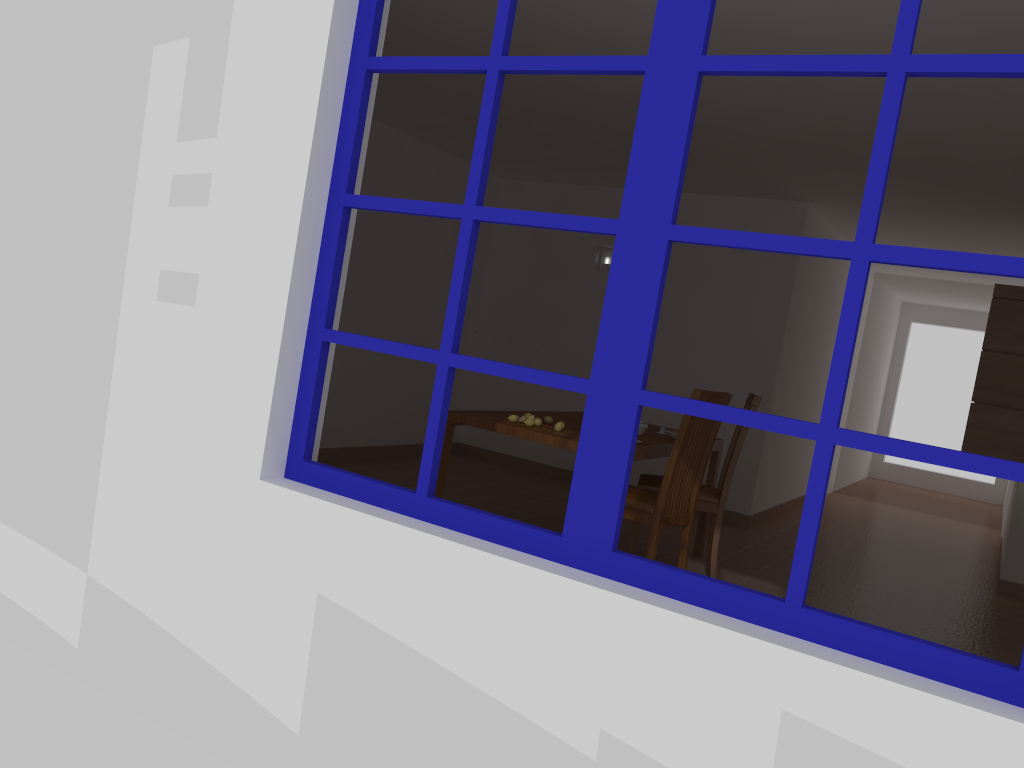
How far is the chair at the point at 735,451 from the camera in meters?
4.7 m

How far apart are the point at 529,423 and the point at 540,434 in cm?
17

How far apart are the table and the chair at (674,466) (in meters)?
0.18

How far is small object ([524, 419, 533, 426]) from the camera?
4.2 meters

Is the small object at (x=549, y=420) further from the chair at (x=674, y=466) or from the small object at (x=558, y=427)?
the chair at (x=674, y=466)

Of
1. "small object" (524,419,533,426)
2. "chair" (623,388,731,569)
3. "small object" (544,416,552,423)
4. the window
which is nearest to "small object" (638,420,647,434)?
"chair" (623,388,731,569)

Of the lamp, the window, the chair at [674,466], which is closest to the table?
the chair at [674,466]

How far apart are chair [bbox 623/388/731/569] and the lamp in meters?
1.0 m

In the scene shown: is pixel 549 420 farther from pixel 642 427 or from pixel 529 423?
pixel 642 427

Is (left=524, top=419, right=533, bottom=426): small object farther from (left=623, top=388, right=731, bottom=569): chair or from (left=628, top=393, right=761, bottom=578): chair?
(left=628, top=393, right=761, bottom=578): chair
